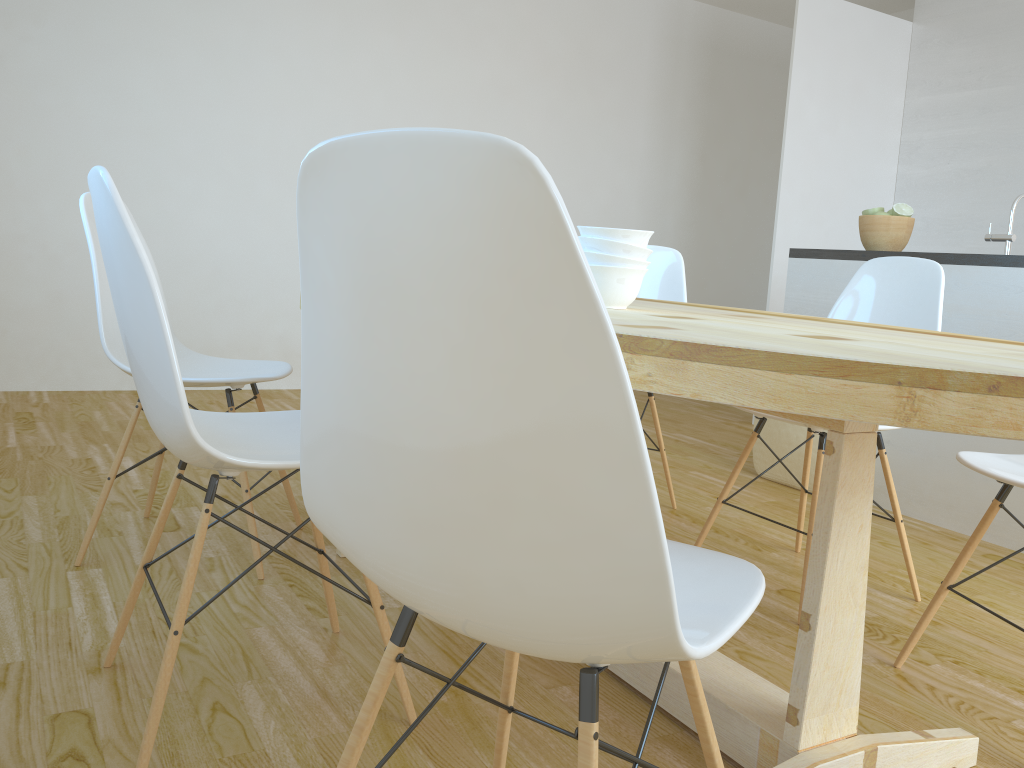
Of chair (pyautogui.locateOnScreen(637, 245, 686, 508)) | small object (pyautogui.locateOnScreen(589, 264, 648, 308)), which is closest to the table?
small object (pyautogui.locateOnScreen(589, 264, 648, 308))

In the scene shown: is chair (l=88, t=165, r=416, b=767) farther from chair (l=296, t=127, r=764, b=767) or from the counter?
the counter

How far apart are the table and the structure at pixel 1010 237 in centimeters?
139cm

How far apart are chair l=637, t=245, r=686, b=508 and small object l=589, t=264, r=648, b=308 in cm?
130

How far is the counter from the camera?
2.9 meters

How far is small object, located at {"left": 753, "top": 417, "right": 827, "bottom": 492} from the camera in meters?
3.5

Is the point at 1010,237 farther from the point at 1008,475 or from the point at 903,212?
the point at 1008,475

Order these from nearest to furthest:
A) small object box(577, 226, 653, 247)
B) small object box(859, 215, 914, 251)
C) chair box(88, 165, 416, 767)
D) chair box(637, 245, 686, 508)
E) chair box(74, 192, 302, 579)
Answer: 1. chair box(88, 165, 416, 767)
2. small object box(577, 226, 653, 247)
3. chair box(74, 192, 302, 579)
4. chair box(637, 245, 686, 508)
5. small object box(859, 215, 914, 251)

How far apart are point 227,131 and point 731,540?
3.4m

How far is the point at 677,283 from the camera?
3.03m
